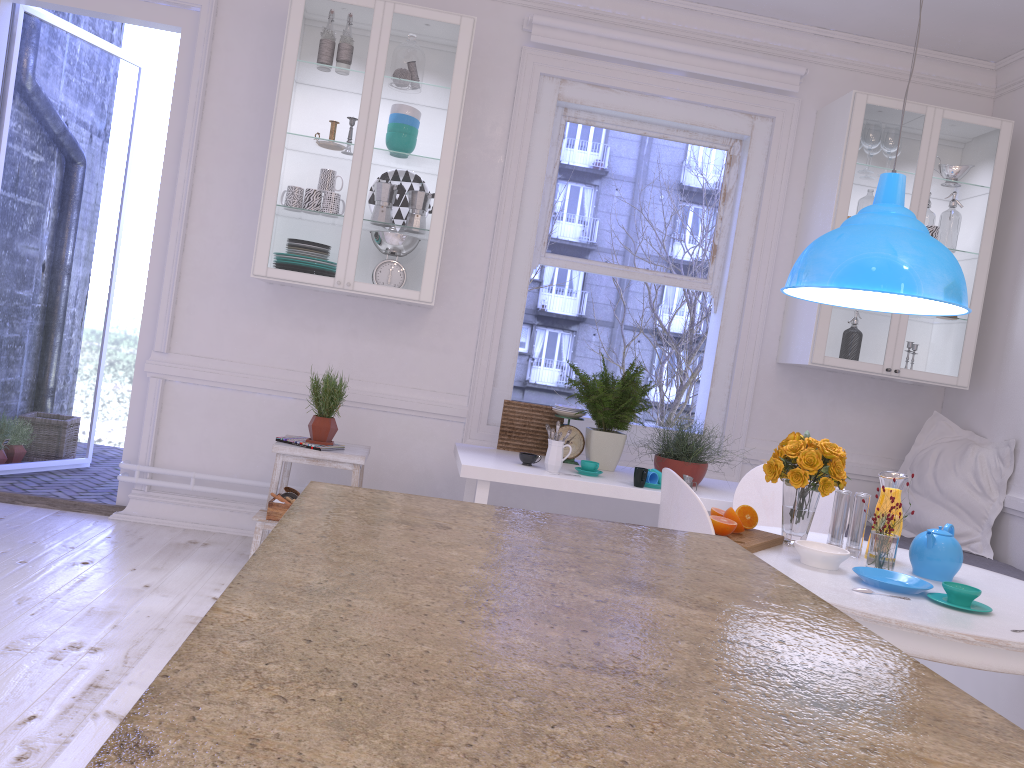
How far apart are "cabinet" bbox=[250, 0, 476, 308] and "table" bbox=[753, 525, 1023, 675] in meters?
1.9

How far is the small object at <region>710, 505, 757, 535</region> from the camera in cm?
250

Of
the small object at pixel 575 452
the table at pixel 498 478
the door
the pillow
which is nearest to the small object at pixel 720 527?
the table at pixel 498 478

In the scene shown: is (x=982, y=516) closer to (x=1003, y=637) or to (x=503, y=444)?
(x=503, y=444)

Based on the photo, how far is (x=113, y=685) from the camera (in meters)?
2.46

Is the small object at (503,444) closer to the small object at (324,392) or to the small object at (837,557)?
the small object at (324,392)

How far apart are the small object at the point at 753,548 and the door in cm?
306

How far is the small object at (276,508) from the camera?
3.6m

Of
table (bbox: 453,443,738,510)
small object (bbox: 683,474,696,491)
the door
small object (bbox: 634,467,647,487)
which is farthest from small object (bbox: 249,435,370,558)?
small object (bbox: 683,474,696,491)

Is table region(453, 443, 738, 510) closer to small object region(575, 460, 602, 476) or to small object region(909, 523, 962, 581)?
small object region(575, 460, 602, 476)
